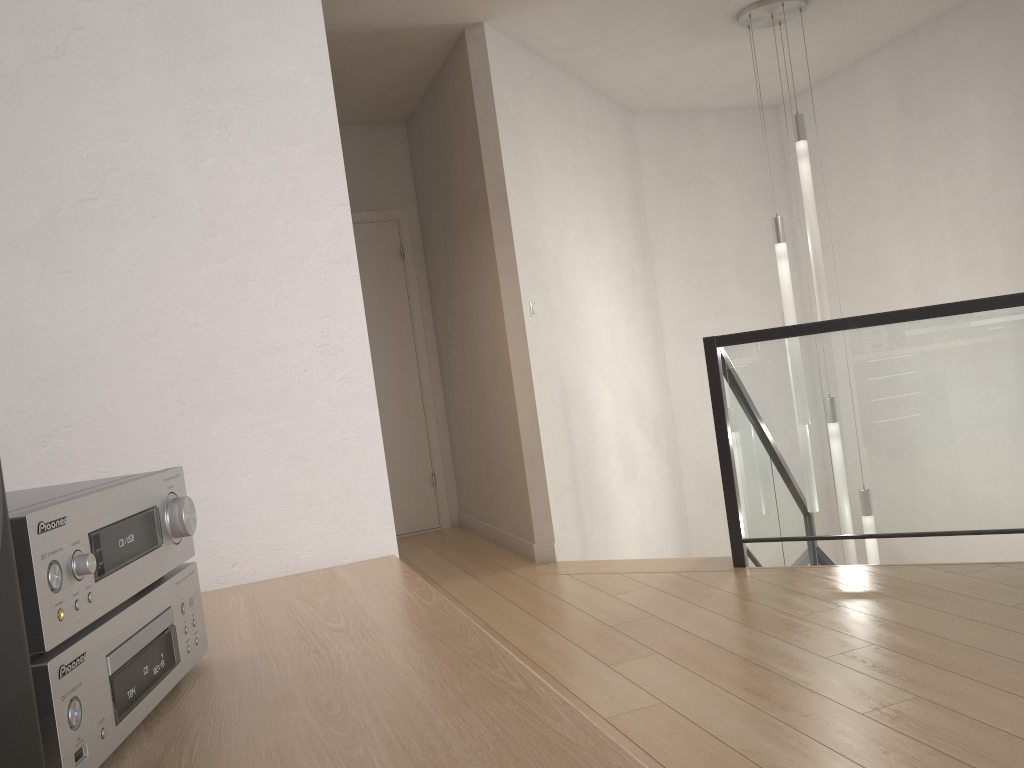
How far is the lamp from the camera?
4.6m

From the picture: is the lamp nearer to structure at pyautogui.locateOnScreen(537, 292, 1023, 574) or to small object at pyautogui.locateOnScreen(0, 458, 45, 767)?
structure at pyautogui.locateOnScreen(537, 292, 1023, 574)

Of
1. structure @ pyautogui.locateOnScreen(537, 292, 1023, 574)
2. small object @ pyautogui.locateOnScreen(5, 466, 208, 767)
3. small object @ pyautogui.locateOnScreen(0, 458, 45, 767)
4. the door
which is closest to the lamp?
structure @ pyautogui.locateOnScreen(537, 292, 1023, 574)

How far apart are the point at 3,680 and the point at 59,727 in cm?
8

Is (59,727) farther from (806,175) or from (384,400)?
(384,400)

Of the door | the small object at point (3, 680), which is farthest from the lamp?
the small object at point (3, 680)

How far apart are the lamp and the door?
2.34m

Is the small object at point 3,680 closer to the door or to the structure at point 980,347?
the structure at point 980,347

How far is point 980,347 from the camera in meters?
3.4

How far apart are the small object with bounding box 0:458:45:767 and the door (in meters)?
5.32
